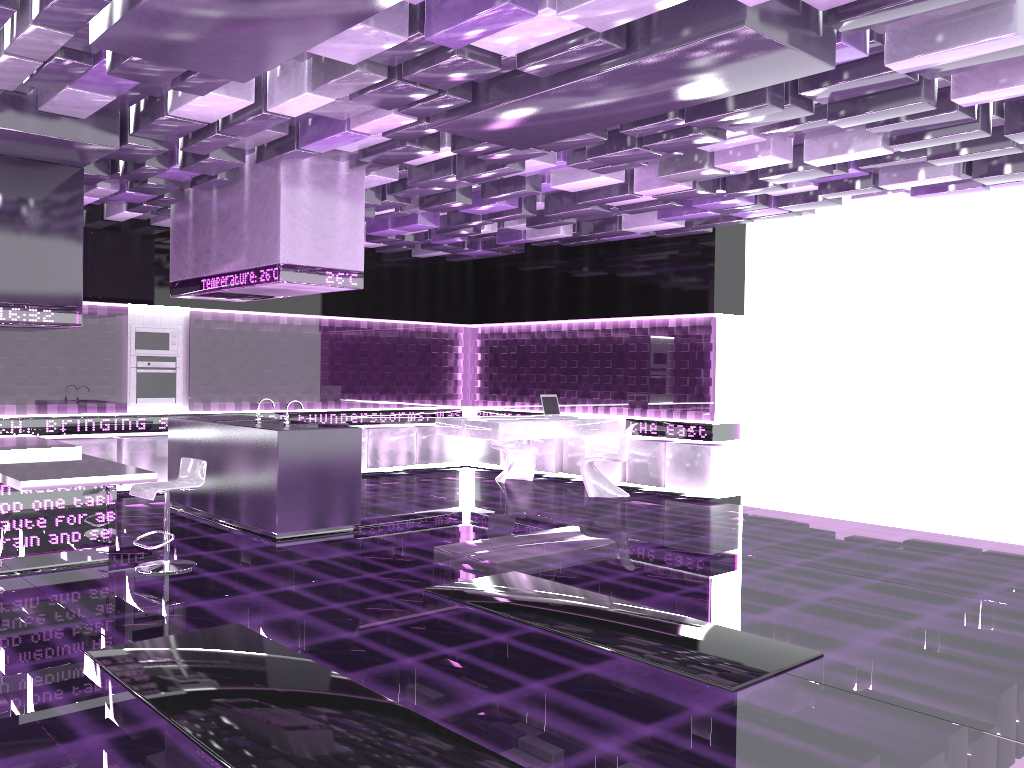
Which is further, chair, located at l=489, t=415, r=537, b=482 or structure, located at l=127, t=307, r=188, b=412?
chair, located at l=489, t=415, r=537, b=482

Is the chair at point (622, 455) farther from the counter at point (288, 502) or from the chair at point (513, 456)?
the counter at point (288, 502)

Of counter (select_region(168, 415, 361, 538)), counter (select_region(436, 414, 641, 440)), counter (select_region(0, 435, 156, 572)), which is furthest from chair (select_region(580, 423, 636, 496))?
counter (select_region(0, 435, 156, 572))

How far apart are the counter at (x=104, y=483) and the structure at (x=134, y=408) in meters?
2.4 m

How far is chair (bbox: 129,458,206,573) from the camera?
6.1 meters

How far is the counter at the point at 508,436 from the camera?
9.7 meters

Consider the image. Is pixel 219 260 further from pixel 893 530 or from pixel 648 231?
pixel 893 530

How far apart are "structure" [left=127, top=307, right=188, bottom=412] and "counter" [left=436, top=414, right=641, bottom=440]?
3.0 meters

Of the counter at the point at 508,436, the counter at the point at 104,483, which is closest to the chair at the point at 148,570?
the counter at the point at 104,483

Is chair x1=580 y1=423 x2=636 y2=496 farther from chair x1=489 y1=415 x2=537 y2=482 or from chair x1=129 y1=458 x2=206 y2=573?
chair x1=129 y1=458 x2=206 y2=573
